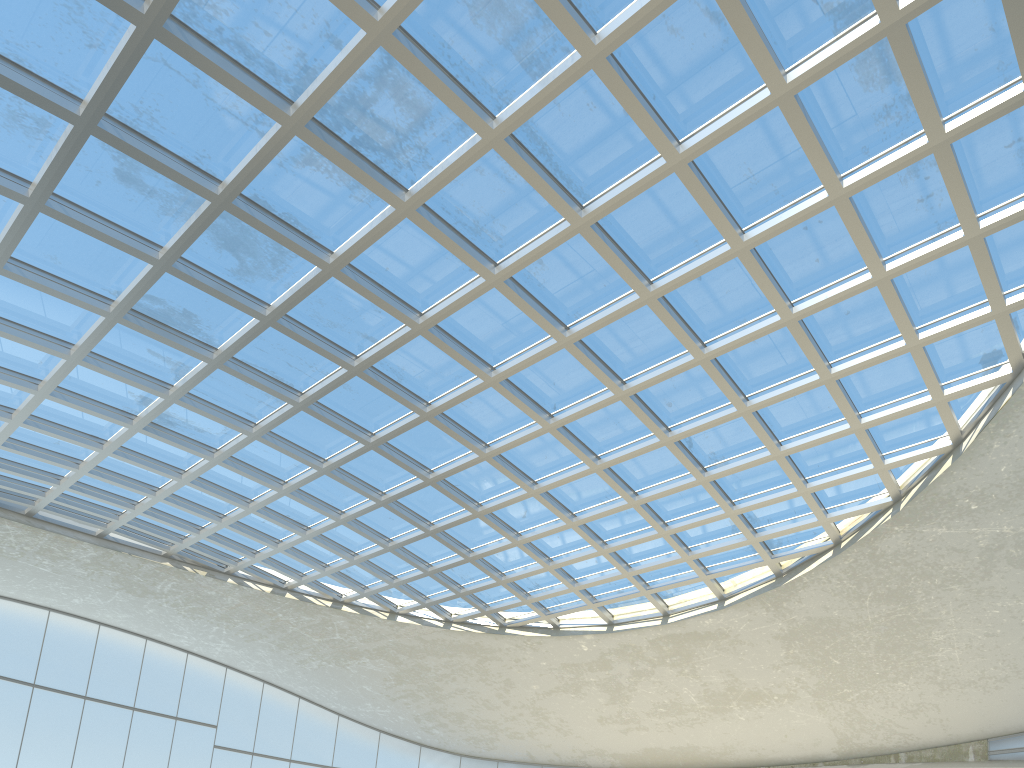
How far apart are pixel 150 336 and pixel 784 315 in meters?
38.5

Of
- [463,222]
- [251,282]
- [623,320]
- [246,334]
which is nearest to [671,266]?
[623,320]
